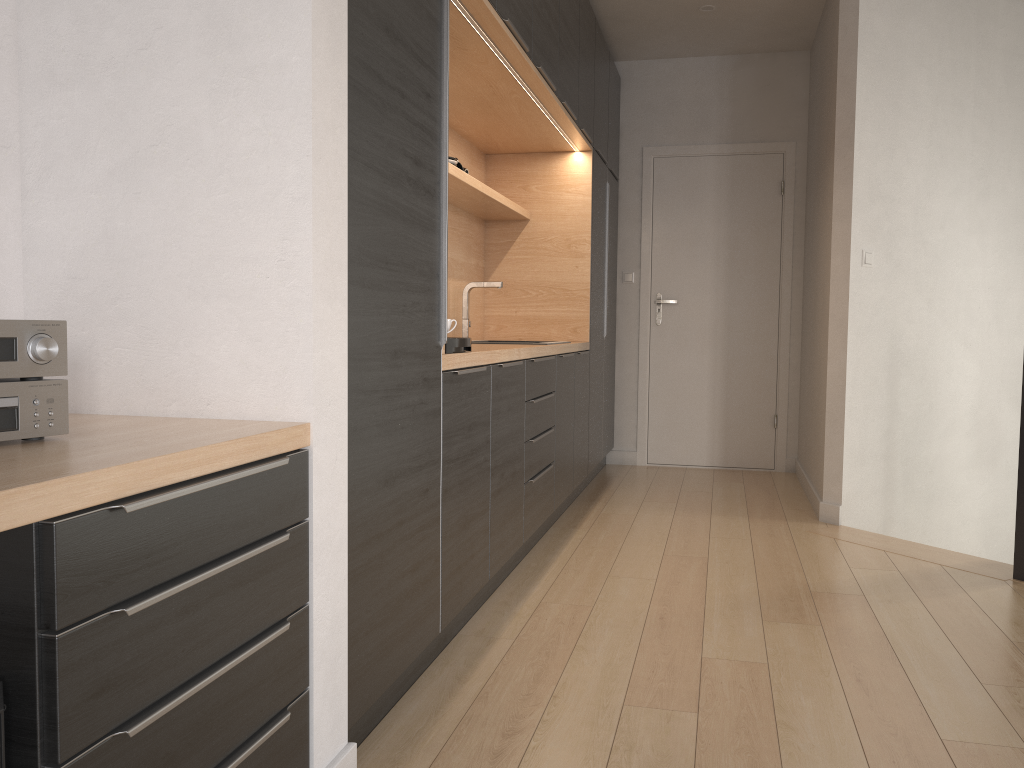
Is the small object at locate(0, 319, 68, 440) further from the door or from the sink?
the door

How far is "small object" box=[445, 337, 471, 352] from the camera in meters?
2.4

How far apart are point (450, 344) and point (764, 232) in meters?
3.9 m

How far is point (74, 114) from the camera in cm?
164

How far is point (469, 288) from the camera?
4.3 meters

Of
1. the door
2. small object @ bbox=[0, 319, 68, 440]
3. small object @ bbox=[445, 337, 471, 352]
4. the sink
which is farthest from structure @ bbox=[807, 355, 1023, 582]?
small object @ bbox=[0, 319, 68, 440]

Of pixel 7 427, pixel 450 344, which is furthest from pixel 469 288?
pixel 7 427

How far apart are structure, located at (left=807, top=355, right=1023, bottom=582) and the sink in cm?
190

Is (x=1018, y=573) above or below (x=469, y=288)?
below

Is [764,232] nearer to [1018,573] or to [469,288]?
[469,288]
